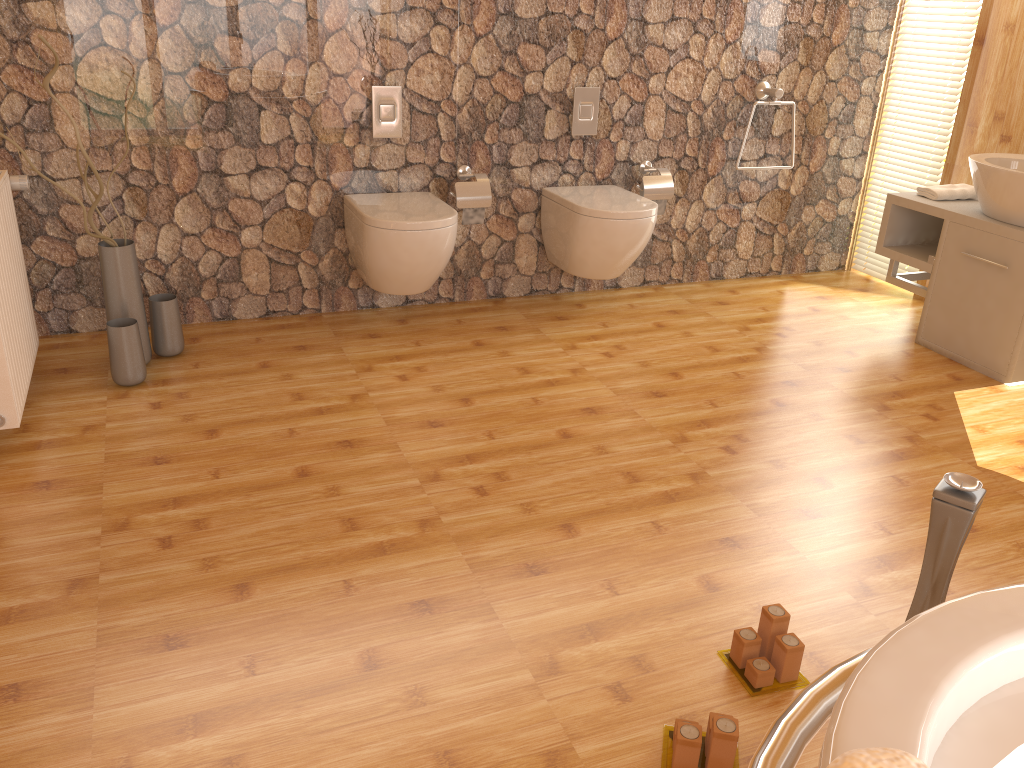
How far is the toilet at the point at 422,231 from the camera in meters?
3.3

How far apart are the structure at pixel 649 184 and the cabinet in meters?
0.9

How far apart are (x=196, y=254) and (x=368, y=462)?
1.4 meters

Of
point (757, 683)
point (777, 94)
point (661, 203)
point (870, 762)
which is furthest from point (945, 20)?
point (870, 762)

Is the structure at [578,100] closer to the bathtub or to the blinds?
the blinds

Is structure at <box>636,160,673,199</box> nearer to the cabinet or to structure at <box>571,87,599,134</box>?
structure at <box>571,87,599,134</box>

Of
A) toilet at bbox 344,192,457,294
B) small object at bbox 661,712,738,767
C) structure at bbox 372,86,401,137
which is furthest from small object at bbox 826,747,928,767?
structure at bbox 372,86,401,137

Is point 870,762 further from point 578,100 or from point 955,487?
point 578,100

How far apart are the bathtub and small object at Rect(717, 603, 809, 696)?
0.77m

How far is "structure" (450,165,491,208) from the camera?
3.6 meters
